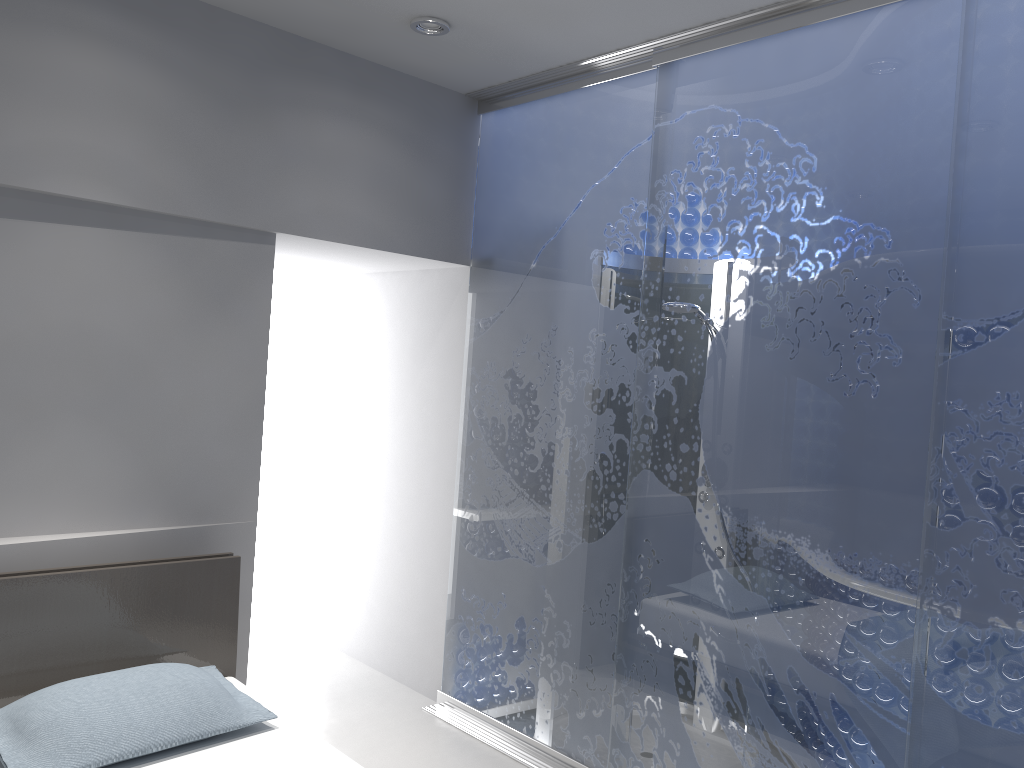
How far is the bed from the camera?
2.5 meters

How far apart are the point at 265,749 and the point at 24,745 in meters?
0.6

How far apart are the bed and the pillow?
0.0 meters

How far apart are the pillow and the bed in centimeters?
4cm

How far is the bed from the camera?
2.5 meters

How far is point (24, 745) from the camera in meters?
2.3 m

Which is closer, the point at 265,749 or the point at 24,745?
the point at 24,745

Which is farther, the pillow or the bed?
the bed

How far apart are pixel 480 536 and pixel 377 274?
1.53m
